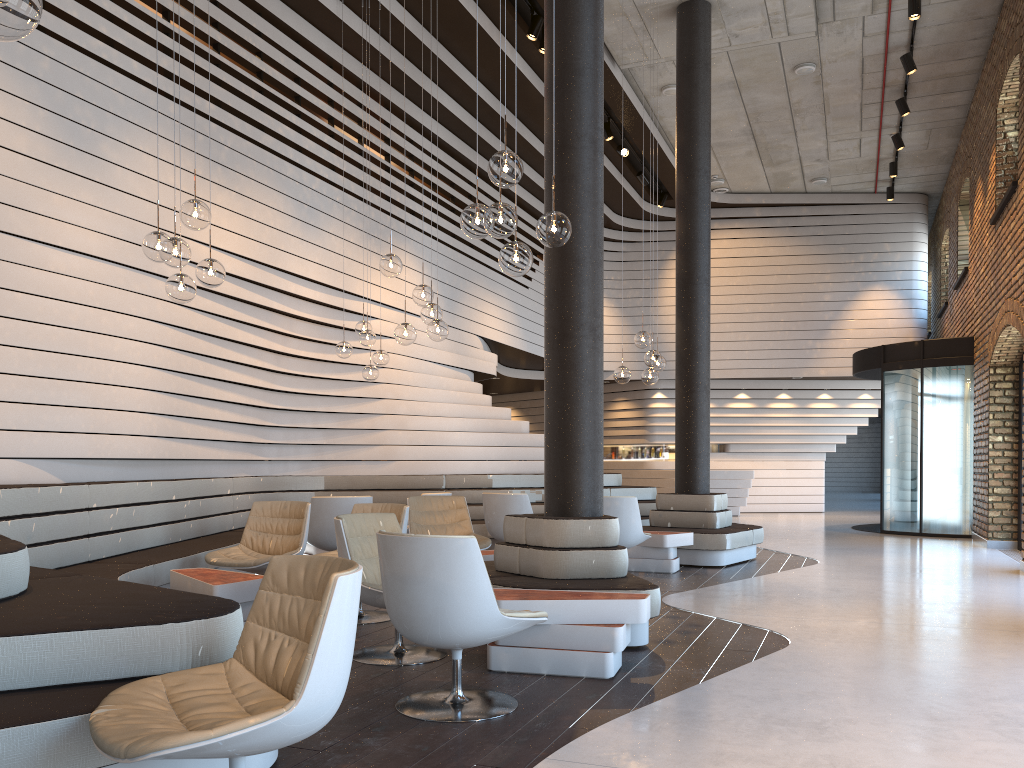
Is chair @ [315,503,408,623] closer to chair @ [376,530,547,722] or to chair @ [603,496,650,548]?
chair @ [376,530,547,722]

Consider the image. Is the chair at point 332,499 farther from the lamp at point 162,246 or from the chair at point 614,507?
the lamp at point 162,246

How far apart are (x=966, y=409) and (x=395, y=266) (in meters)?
9.30

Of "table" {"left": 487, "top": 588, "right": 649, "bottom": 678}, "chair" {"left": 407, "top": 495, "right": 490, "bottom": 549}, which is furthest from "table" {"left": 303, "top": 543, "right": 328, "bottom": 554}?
"table" {"left": 487, "top": 588, "right": 649, "bottom": 678}

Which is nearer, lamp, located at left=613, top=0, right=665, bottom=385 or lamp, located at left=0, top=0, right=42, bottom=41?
lamp, located at left=0, top=0, right=42, bottom=41

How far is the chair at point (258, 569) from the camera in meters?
6.0

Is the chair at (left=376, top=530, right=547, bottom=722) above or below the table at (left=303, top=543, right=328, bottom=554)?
above

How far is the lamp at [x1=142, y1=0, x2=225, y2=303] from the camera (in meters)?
4.80

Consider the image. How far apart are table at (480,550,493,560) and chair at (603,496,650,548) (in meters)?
1.40

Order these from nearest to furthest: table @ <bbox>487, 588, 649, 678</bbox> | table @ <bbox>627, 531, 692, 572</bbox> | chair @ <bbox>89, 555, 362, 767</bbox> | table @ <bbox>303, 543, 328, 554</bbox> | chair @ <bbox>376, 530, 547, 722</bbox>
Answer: chair @ <bbox>89, 555, 362, 767</bbox>
chair @ <bbox>376, 530, 547, 722</bbox>
table @ <bbox>487, 588, 649, 678</bbox>
table @ <bbox>627, 531, 692, 572</bbox>
table @ <bbox>303, 543, 328, 554</bbox>
